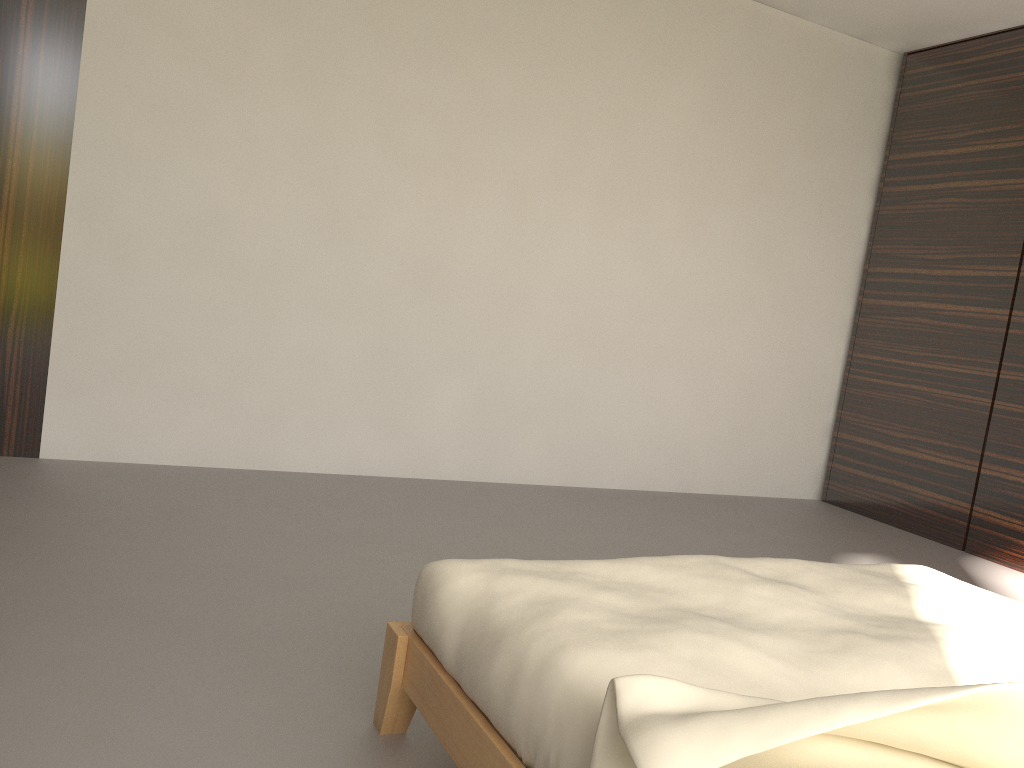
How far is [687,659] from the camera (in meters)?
1.22

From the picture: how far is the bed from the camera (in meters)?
0.92

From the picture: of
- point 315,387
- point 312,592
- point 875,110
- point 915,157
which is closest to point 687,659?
point 312,592

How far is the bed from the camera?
0.9m

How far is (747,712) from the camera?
0.9 meters
